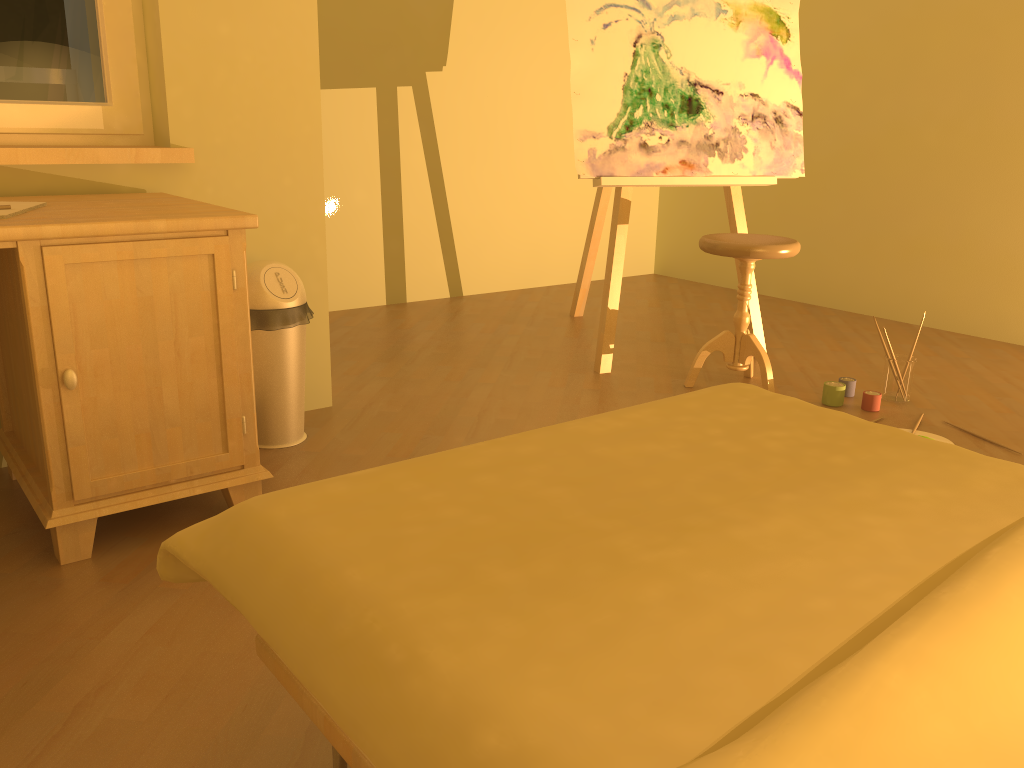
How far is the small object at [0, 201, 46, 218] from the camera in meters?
1.8

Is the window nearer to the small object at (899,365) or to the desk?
the desk

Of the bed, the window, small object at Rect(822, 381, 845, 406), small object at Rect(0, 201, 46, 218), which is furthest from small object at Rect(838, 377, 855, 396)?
small object at Rect(0, 201, 46, 218)

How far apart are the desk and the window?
0.30m

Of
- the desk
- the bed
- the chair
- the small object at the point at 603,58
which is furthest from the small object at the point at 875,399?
the desk

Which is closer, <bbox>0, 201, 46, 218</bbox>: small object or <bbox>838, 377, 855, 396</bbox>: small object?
<bbox>0, 201, 46, 218</bbox>: small object

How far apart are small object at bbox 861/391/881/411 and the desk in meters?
2.0

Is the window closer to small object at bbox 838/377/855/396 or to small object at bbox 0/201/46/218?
small object at bbox 0/201/46/218

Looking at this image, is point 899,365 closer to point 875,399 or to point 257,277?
point 875,399

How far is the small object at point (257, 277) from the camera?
2.45m
